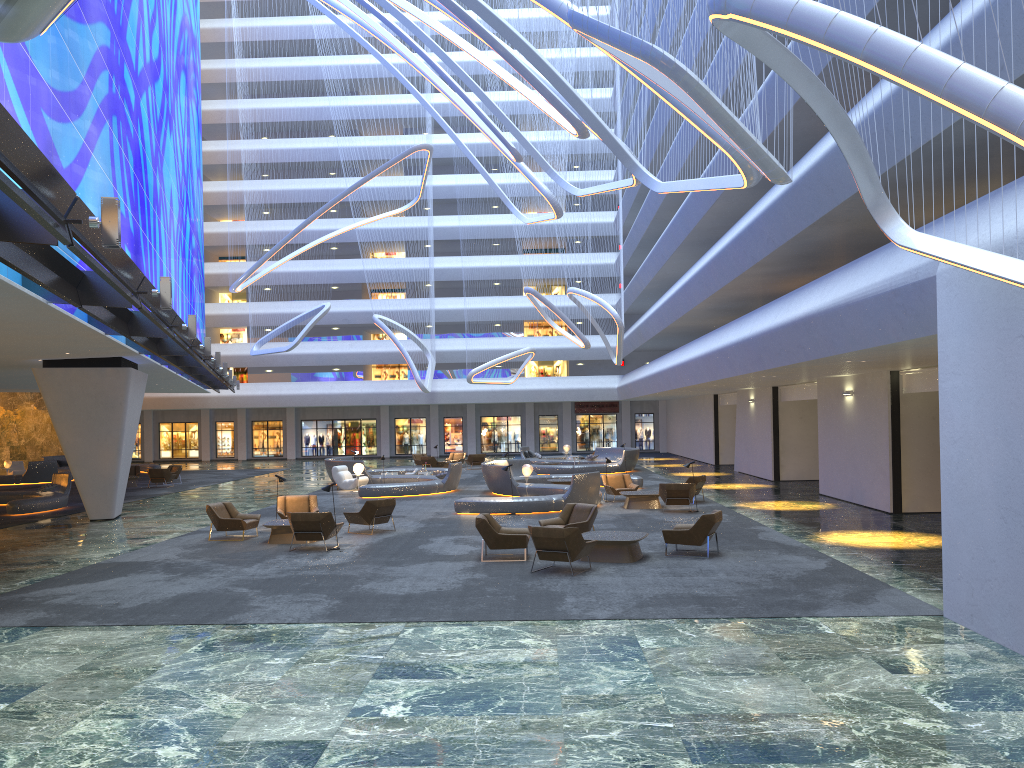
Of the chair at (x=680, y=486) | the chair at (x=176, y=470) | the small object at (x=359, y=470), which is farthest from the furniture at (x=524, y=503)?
the chair at (x=176, y=470)

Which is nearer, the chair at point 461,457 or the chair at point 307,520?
the chair at point 307,520

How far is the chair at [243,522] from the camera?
18.48m

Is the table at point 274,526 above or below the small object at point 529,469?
below

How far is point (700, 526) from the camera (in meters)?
15.13

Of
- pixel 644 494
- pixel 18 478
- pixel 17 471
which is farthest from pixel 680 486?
pixel 17 471

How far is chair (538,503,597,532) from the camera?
16.72m

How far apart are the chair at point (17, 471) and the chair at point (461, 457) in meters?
20.1

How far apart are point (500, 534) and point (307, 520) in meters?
4.0 m

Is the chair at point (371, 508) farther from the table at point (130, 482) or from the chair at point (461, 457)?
the chair at point (461, 457)
